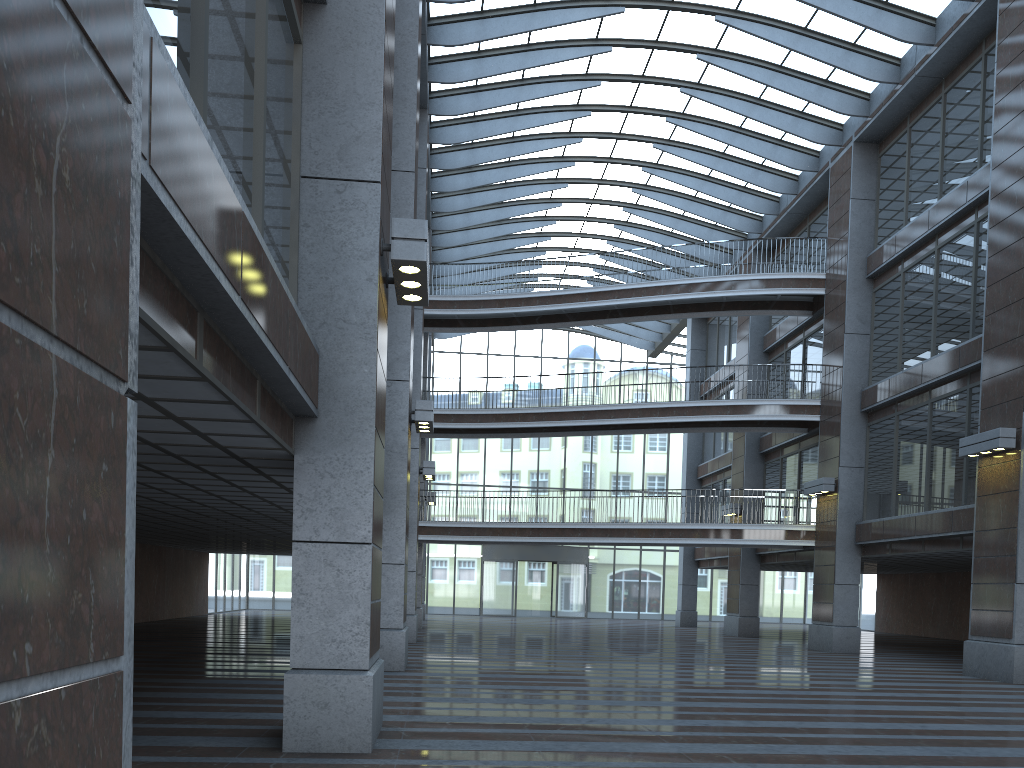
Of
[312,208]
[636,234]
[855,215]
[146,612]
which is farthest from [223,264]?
[636,234]
